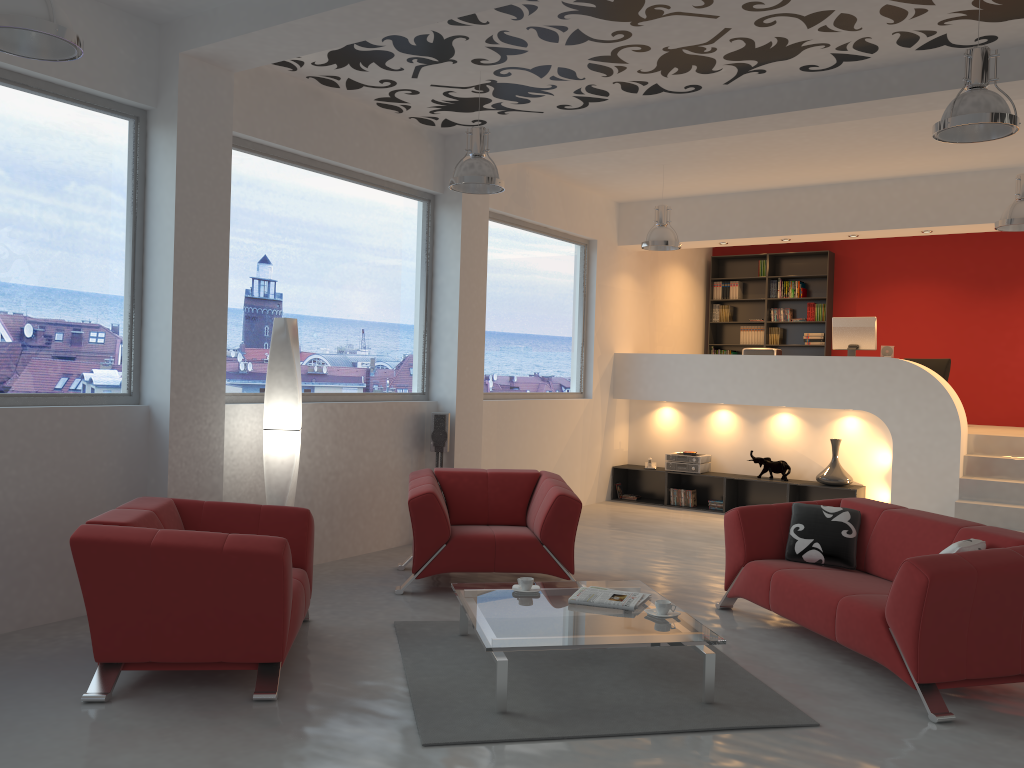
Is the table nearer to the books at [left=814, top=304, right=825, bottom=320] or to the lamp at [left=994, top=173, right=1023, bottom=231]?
the lamp at [left=994, top=173, right=1023, bottom=231]

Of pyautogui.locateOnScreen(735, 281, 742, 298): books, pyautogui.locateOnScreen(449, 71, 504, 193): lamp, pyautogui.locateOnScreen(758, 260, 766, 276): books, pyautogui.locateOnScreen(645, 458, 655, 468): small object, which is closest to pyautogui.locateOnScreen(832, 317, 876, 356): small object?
pyautogui.locateOnScreen(645, 458, 655, 468): small object

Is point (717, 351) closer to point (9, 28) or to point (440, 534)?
point (440, 534)

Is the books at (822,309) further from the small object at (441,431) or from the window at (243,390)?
the small object at (441,431)

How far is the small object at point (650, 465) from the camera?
10.31m

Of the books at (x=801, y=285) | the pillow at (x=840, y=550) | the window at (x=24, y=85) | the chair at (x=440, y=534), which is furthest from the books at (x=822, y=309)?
the window at (x=24, y=85)

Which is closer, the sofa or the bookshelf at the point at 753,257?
the sofa

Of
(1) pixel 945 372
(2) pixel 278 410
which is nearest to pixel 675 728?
(2) pixel 278 410

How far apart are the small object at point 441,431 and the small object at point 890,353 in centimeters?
497cm

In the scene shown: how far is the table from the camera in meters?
3.9 m
